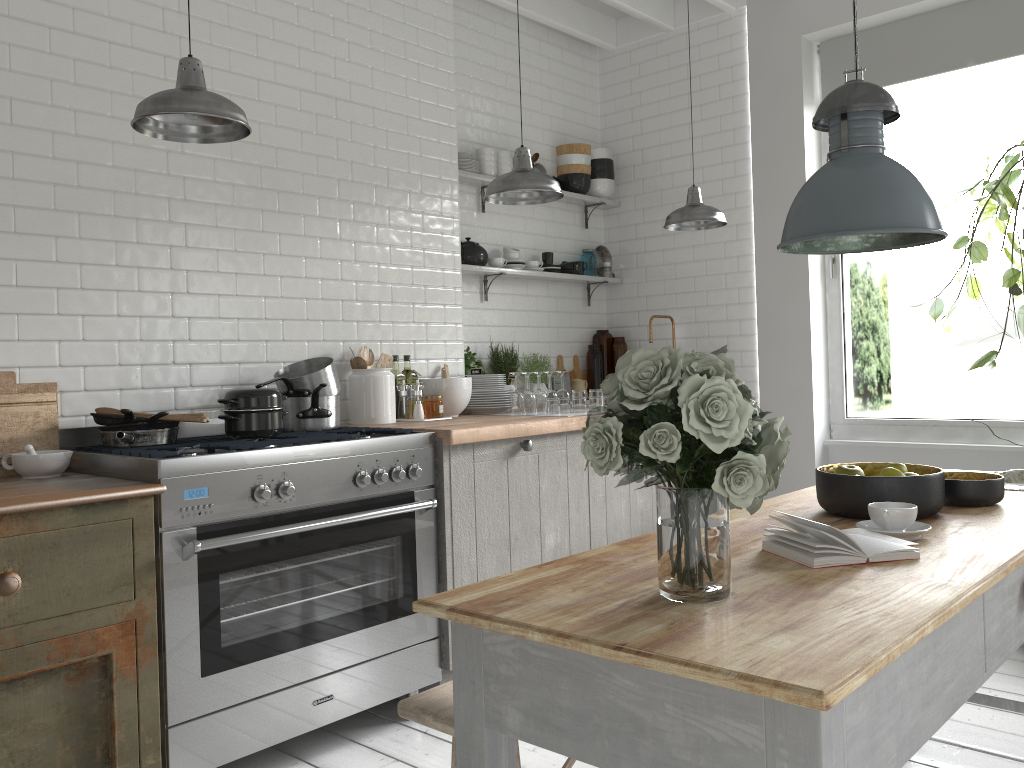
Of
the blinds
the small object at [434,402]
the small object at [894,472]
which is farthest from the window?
the small object at [894,472]

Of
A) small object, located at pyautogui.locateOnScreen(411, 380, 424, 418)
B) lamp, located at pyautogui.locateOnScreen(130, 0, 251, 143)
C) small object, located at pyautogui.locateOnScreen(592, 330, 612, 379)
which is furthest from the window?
lamp, located at pyautogui.locateOnScreen(130, 0, 251, 143)

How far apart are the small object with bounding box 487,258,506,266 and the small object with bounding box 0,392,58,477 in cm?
293

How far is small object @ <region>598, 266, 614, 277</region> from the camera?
6.8m

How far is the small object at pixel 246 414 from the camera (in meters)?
3.80

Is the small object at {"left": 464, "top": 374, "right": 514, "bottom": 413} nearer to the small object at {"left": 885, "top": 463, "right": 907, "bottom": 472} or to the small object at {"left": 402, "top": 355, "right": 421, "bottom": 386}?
the small object at {"left": 402, "top": 355, "right": 421, "bottom": 386}

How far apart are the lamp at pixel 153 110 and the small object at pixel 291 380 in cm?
131

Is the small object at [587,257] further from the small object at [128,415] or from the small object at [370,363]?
the small object at [128,415]

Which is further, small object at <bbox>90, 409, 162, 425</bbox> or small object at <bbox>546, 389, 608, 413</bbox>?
small object at <bbox>546, 389, 608, 413</bbox>

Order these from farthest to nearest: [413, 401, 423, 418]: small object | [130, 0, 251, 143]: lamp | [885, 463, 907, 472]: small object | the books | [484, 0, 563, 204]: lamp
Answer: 1. [413, 401, 423, 418]: small object
2. [484, 0, 563, 204]: lamp
3. [130, 0, 251, 143]: lamp
4. [885, 463, 907, 472]: small object
5. the books
